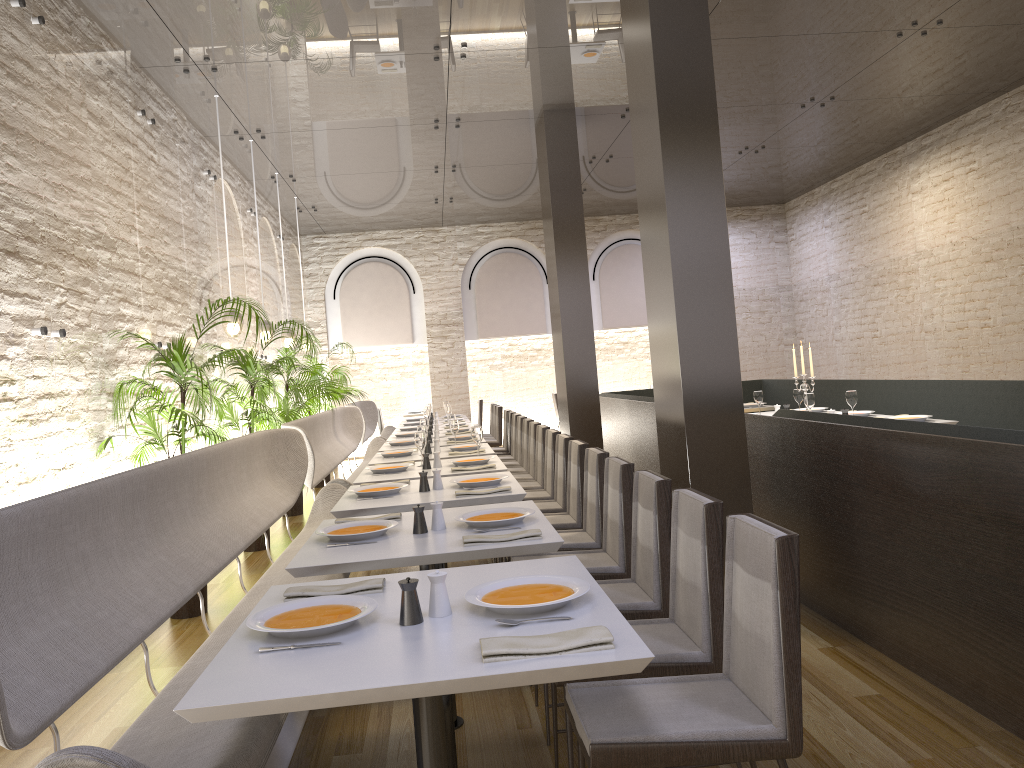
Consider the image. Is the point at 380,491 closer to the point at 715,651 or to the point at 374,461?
the point at 374,461

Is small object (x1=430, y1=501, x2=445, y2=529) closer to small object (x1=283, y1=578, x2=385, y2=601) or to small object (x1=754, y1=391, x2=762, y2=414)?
small object (x1=283, y1=578, x2=385, y2=601)

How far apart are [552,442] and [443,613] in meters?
4.0 m

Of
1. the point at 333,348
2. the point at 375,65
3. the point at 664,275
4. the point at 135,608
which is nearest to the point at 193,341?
the point at 375,65

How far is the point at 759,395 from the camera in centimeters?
801cm

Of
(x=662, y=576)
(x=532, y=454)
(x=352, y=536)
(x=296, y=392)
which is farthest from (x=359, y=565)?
(x=296, y=392)

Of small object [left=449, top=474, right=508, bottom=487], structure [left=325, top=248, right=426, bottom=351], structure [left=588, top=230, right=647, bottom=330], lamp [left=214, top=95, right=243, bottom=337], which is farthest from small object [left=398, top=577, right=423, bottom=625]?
structure [left=588, top=230, right=647, bottom=330]

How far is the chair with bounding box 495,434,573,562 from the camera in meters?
5.6

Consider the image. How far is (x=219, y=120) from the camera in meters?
8.0

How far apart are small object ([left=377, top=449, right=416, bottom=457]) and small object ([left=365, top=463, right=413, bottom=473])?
0.9 meters
